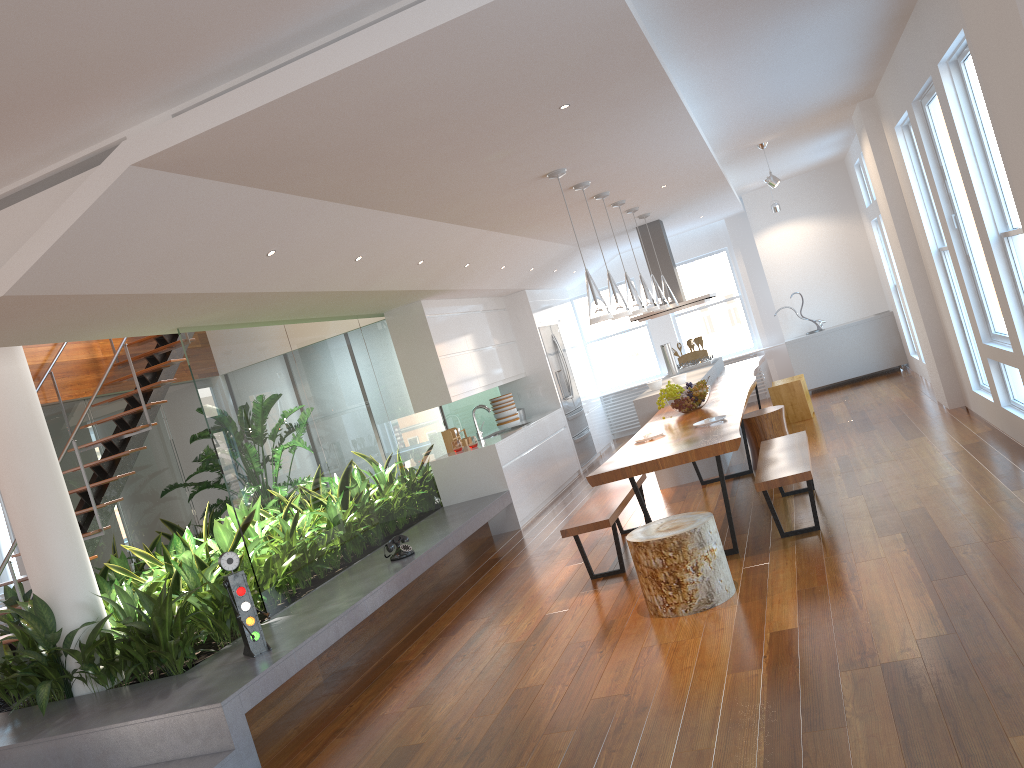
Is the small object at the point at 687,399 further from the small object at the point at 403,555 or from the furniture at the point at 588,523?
Result: the small object at the point at 403,555

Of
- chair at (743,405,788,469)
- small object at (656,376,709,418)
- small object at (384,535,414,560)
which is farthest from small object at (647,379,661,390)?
small object at (384,535,414,560)

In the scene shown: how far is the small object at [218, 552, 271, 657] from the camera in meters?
4.6 m

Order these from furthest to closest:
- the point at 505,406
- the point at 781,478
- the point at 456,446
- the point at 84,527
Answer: the point at 505,406 → the point at 456,446 → the point at 84,527 → the point at 781,478

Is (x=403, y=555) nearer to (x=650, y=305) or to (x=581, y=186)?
(x=581, y=186)

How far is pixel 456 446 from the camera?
8.4m

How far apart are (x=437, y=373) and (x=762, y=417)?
2.9 meters

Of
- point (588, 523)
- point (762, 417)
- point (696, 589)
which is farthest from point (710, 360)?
point (696, 589)

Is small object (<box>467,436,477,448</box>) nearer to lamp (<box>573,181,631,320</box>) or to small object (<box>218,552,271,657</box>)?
lamp (<box>573,181,631,320</box>)

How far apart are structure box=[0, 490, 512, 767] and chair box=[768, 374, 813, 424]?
3.2m
